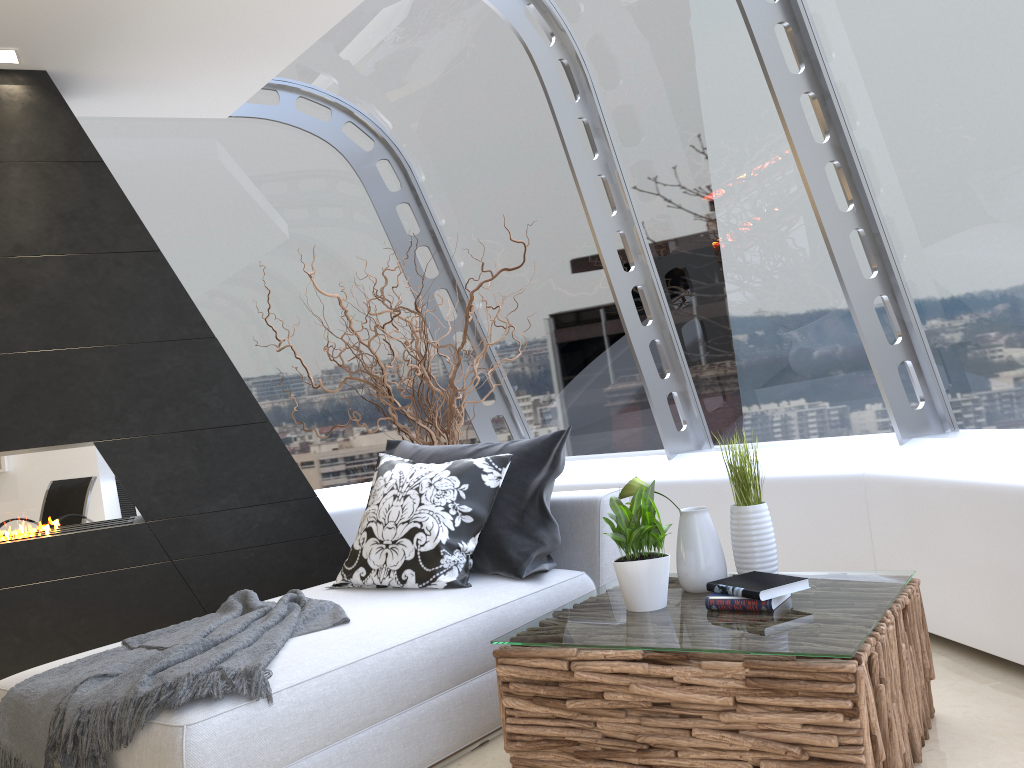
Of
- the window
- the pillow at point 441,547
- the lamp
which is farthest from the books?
the lamp

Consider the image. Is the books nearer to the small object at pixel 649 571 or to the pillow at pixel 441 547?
the small object at pixel 649 571

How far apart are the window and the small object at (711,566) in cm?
134

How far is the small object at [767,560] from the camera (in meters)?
2.67

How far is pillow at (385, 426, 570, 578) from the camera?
3.3 meters

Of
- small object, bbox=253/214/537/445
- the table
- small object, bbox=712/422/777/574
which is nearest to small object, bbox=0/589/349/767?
the table

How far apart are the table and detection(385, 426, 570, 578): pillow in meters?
0.3 m

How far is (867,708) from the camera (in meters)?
1.96

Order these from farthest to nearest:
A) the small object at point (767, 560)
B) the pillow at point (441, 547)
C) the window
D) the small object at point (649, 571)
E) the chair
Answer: the window < the pillow at point (441, 547) < the small object at point (767, 560) < the small object at point (649, 571) < the chair

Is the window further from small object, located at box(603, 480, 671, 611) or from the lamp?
small object, located at box(603, 480, 671, 611)
